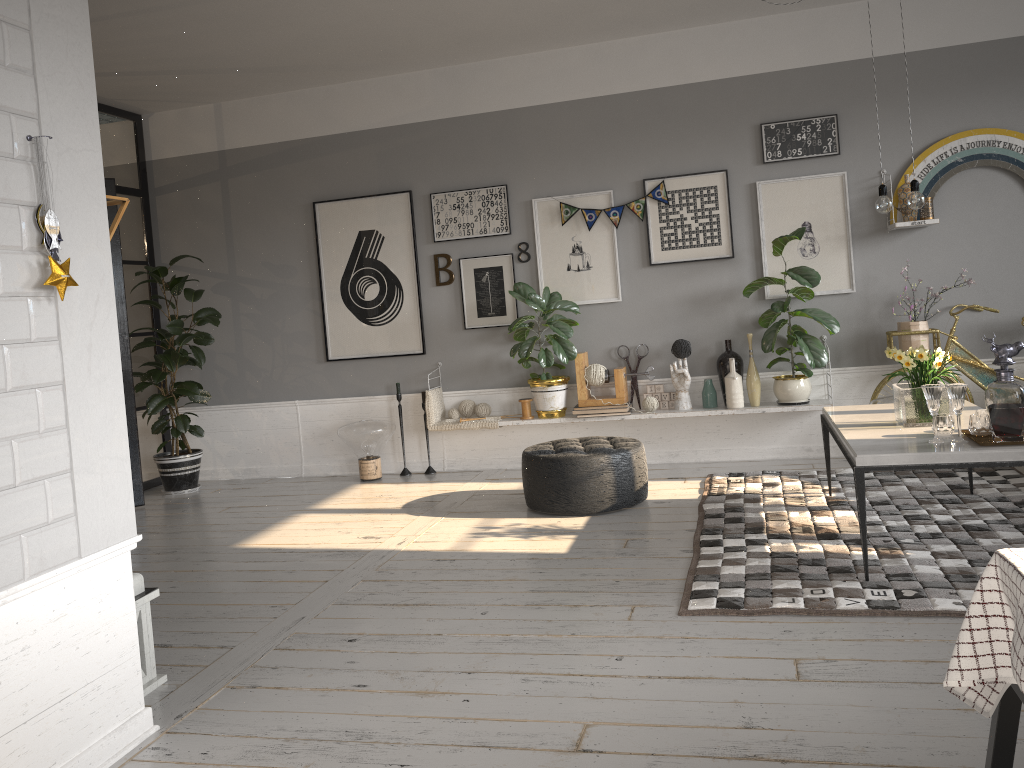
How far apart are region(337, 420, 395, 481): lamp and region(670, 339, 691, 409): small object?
2.1 meters

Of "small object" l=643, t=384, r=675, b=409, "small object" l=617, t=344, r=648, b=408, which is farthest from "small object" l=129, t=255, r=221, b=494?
"small object" l=643, t=384, r=675, b=409

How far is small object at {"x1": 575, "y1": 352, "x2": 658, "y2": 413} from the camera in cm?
606

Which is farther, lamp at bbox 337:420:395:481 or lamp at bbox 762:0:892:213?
lamp at bbox 337:420:395:481

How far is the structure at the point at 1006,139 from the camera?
5.5 meters

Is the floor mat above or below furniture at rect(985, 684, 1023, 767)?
below

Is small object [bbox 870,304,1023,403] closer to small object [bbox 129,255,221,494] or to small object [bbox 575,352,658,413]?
small object [bbox 575,352,658,413]

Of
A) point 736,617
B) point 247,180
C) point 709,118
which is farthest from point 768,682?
point 247,180

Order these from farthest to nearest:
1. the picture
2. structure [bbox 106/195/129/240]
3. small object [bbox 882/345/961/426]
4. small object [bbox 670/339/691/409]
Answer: small object [bbox 670/339/691/409] < the picture < small object [bbox 882/345/961/426] < structure [bbox 106/195/129/240]

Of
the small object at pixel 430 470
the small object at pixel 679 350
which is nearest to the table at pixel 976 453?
the small object at pixel 679 350
